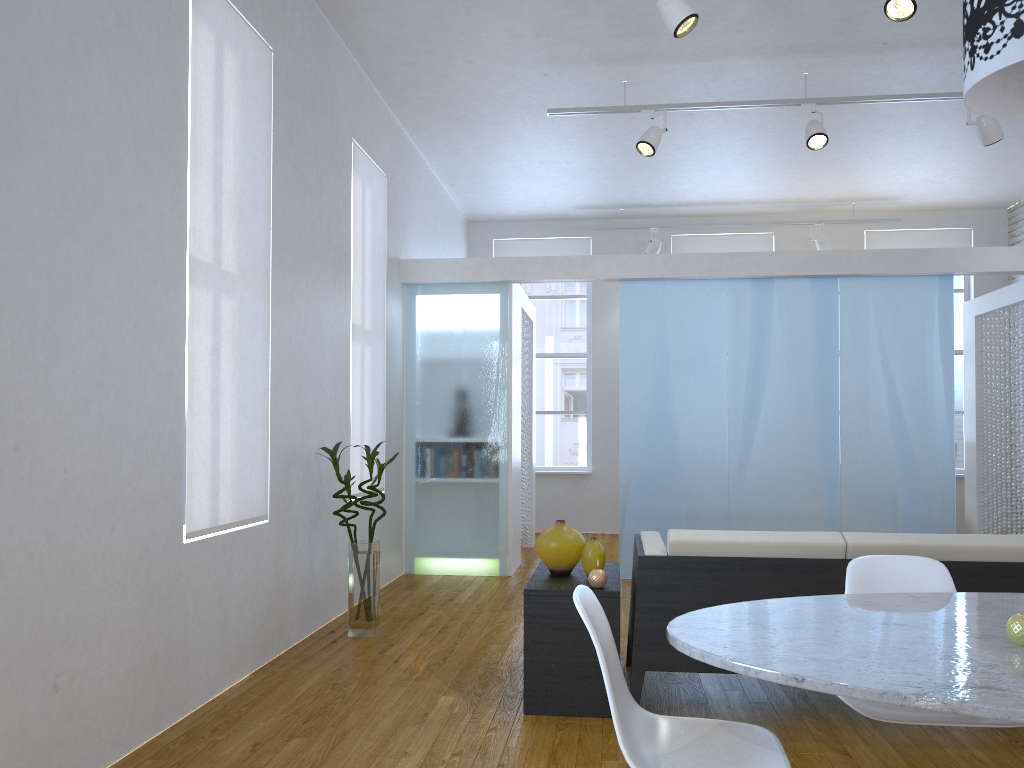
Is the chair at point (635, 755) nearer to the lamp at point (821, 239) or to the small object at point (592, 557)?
the small object at point (592, 557)

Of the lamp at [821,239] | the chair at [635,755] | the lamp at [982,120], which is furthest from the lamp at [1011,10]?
the lamp at [821,239]

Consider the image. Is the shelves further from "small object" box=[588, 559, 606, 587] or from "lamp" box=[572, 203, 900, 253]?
"lamp" box=[572, 203, 900, 253]

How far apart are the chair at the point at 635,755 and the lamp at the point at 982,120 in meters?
4.1

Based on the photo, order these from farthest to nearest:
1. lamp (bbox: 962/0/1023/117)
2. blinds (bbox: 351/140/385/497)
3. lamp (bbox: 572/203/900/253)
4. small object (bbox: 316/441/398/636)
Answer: lamp (bbox: 572/203/900/253)
blinds (bbox: 351/140/385/497)
small object (bbox: 316/441/398/636)
lamp (bbox: 962/0/1023/117)

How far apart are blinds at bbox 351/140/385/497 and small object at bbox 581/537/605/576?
2.2m

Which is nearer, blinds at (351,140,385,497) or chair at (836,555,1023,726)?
chair at (836,555,1023,726)

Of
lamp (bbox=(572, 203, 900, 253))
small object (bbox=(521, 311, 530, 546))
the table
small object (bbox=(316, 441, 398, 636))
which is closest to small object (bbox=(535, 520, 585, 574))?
small object (bbox=(316, 441, 398, 636))

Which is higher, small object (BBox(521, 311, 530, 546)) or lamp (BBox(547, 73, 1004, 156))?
lamp (BBox(547, 73, 1004, 156))

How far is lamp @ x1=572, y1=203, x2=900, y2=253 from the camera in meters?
8.5 m
